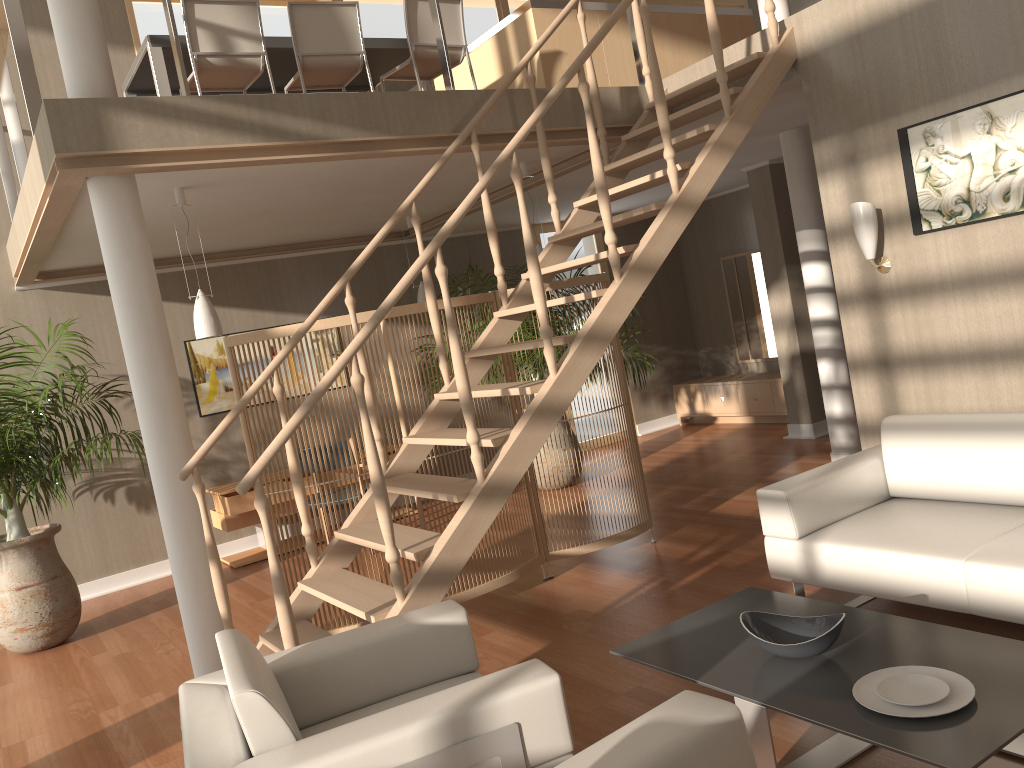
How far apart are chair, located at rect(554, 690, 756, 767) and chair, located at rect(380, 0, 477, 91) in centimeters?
429cm

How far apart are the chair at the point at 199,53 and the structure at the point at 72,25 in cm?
93

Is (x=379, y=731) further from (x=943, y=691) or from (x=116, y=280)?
(x=116, y=280)

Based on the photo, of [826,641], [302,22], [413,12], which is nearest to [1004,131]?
[826,641]

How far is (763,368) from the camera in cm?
939

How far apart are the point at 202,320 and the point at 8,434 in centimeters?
169cm

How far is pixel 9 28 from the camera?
4.1 meters

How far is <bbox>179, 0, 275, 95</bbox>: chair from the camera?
4.82m

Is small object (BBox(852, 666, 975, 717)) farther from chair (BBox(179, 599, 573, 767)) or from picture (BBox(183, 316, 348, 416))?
picture (BBox(183, 316, 348, 416))

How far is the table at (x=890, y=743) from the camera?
2.1m
